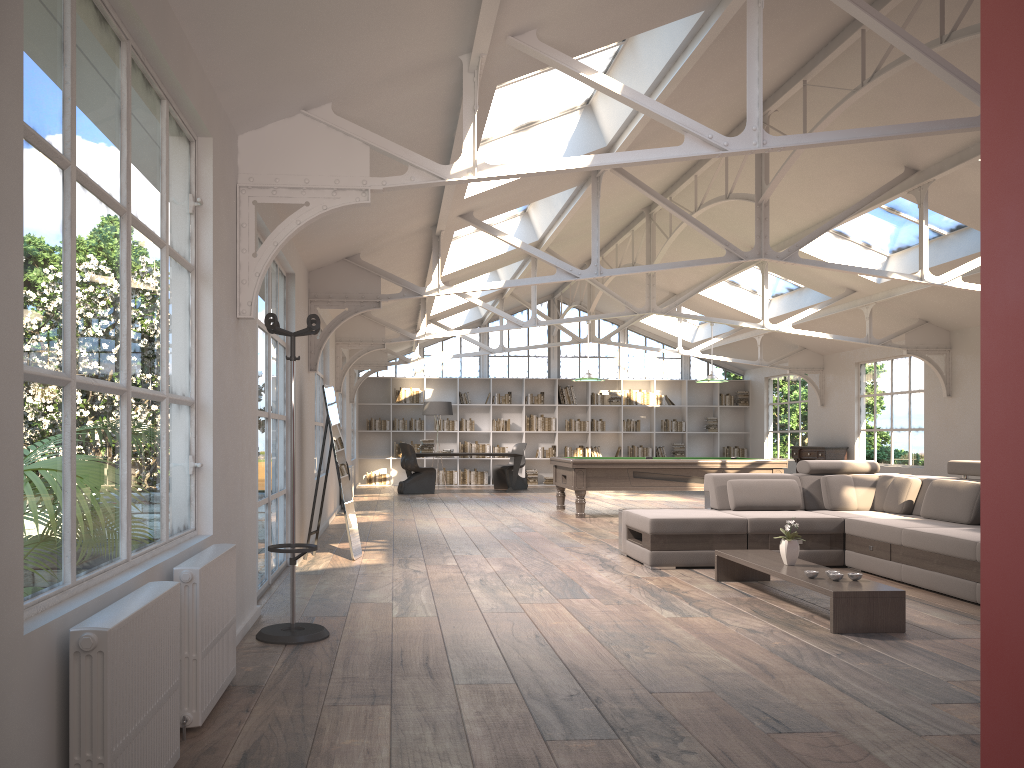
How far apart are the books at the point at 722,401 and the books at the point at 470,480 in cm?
558

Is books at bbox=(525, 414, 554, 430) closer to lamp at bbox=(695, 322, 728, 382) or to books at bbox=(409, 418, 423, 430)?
books at bbox=(409, 418, 423, 430)

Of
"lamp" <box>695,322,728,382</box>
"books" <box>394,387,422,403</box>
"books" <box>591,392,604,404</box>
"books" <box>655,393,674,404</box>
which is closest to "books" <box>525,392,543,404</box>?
"books" <box>591,392,604,404</box>

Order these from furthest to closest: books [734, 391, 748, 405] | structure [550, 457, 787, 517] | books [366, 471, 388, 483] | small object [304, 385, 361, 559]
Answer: books [734, 391, 748, 405], books [366, 471, 388, 483], structure [550, 457, 787, 517], small object [304, 385, 361, 559]

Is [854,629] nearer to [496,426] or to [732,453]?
[496,426]

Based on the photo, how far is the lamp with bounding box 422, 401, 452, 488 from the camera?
17.4 meters

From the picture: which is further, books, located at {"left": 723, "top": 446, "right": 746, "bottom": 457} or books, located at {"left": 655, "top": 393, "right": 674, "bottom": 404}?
books, located at {"left": 723, "top": 446, "right": 746, "bottom": 457}

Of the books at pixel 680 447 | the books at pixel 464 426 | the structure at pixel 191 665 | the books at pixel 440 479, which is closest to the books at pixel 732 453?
the books at pixel 680 447

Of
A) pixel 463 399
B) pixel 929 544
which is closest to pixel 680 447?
pixel 463 399

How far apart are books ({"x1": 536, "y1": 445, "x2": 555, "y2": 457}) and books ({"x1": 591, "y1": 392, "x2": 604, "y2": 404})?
1.43m
